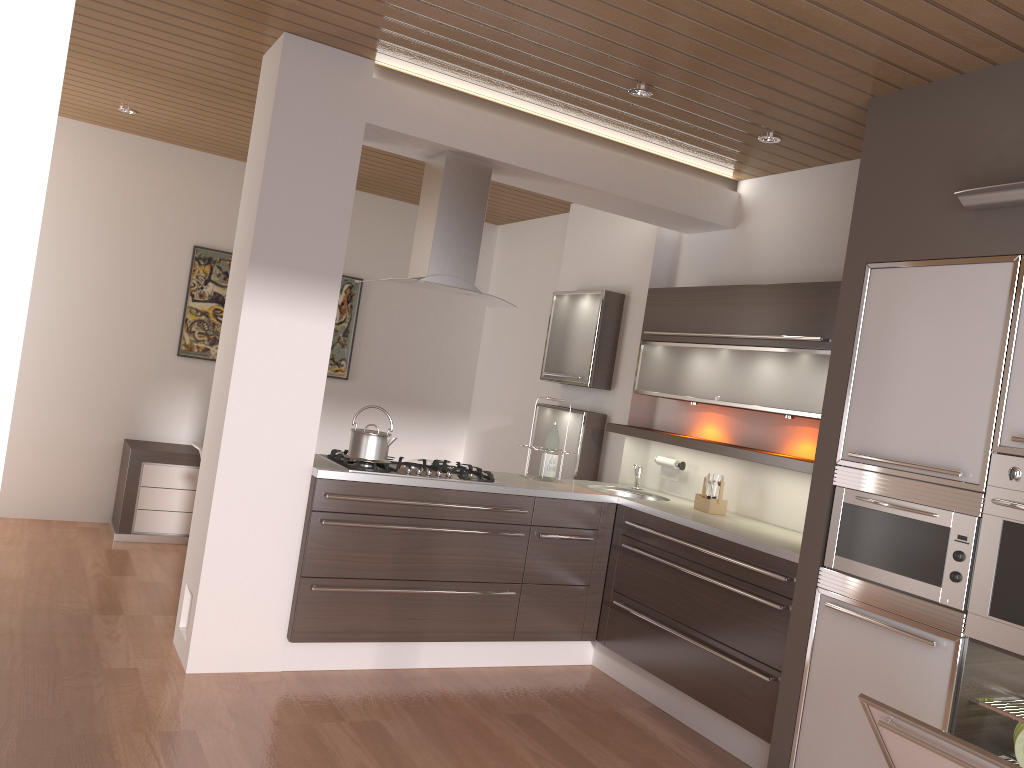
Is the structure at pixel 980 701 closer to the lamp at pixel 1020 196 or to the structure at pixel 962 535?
the structure at pixel 962 535

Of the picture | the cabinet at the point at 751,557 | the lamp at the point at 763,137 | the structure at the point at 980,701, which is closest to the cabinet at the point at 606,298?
the cabinet at the point at 751,557

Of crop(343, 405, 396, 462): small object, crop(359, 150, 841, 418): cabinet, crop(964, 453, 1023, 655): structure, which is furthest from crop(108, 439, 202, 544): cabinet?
crop(964, 453, 1023, 655): structure

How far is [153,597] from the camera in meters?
4.7

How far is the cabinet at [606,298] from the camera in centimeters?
541cm

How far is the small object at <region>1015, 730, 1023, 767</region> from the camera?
2.76m

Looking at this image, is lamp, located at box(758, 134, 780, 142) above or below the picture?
above

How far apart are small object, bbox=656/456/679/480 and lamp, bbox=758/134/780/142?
1.8 meters

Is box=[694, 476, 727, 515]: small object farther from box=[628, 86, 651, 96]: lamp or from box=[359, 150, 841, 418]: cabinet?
box=[628, 86, 651, 96]: lamp

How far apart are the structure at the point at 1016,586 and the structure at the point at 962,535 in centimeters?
3cm
